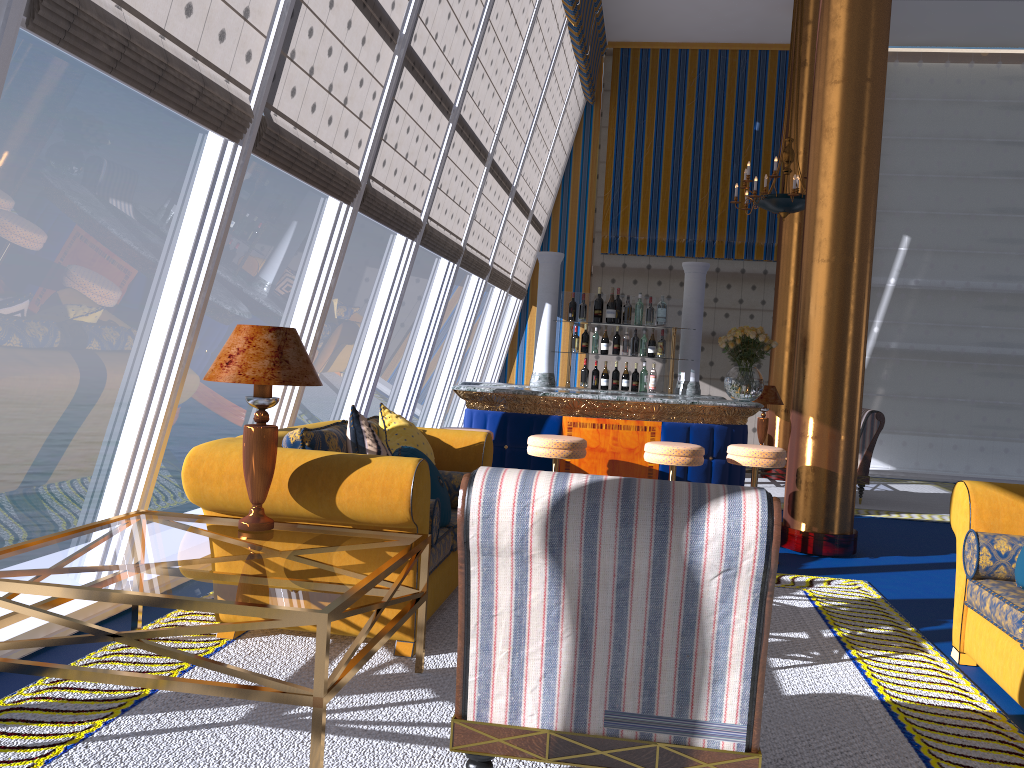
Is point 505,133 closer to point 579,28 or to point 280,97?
point 579,28

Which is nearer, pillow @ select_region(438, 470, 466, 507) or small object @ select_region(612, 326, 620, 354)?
pillow @ select_region(438, 470, 466, 507)

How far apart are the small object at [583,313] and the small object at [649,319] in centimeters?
55cm

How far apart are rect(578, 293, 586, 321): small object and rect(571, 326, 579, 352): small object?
0.2 meters

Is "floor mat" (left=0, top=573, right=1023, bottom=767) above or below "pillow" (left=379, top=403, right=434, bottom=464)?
below

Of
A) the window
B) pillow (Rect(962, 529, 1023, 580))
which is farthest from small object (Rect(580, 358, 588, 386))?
pillow (Rect(962, 529, 1023, 580))

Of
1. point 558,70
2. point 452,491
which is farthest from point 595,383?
point 558,70

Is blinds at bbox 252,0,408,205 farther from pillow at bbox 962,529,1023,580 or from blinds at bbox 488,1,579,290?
blinds at bbox 488,1,579,290

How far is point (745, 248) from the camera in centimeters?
1249cm

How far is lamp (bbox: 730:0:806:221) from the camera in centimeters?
910cm
